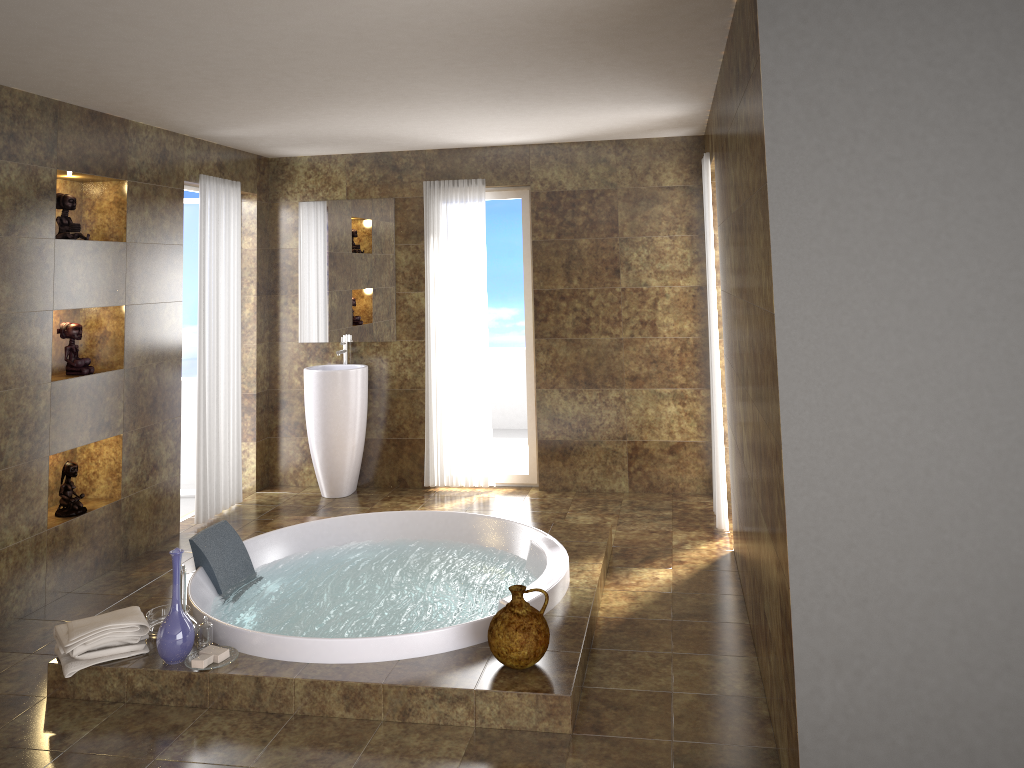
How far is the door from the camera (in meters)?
6.46

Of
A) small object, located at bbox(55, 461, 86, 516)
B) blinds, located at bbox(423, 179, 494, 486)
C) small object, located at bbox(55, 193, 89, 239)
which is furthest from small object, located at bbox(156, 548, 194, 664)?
blinds, located at bbox(423, 179, 494, 486)

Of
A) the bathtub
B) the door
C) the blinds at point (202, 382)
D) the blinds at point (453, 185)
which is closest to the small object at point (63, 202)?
the blinds at point (202, 382)

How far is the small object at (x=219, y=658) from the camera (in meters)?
3.49

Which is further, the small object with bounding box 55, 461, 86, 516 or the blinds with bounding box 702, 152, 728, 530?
the blinds with bounding box 702, 152, 728, 530

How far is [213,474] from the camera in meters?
5.9

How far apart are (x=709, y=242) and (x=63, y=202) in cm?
361

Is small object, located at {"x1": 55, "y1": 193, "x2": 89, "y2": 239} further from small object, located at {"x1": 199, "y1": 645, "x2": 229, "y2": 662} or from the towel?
small object, located at {"x1": 199, "y1": 645, "x2": 229, "y2": 662}

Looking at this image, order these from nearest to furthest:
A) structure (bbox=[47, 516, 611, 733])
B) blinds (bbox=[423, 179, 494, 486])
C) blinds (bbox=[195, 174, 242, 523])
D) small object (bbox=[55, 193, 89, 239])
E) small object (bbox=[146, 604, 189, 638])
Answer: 1. structure (bbox=[47, 516, 611, 733])
2. small object (bbox=[146, 604, 189, 638])
3. small object (bbox=[55, 193, 89, 239])
4. blinds (bbox=[195, 174, 242, 523])
5. blinds (bbox=[423, 179, 494, 486])

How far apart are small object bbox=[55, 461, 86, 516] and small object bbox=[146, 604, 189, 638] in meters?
1.2 m
